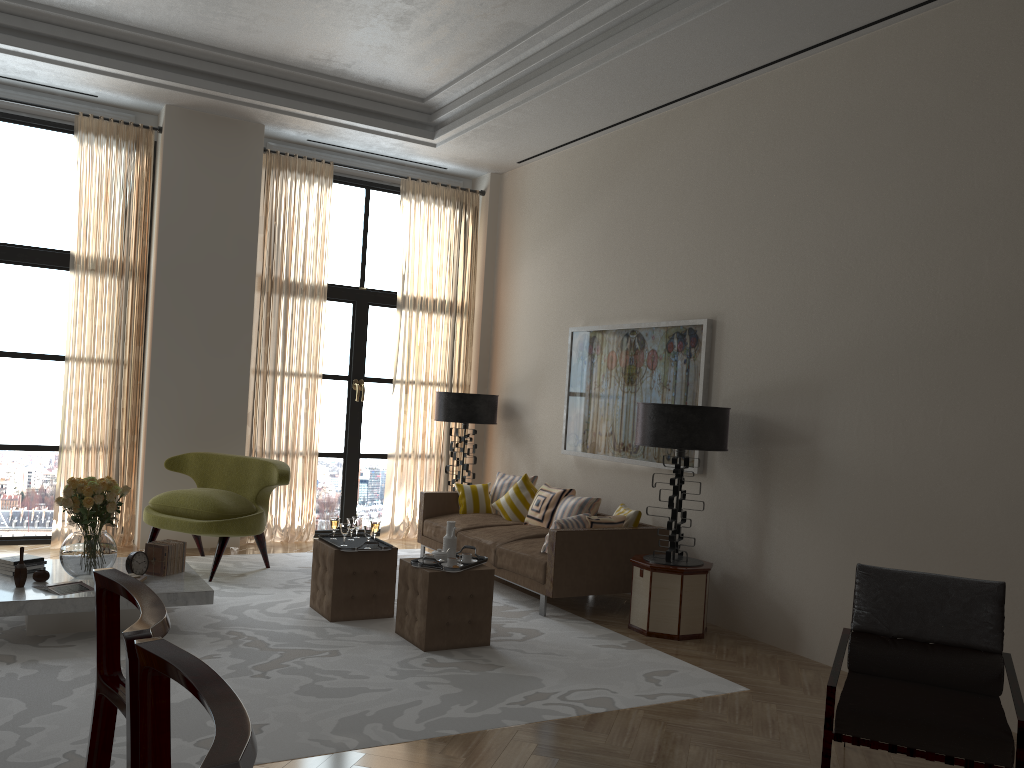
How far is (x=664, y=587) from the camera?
7.6m

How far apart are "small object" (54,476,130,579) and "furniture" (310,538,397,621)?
1.6 meters

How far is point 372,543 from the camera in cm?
746

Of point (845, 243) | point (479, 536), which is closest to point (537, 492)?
point (479, 536)

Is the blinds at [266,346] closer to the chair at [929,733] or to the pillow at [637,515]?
the pillow at [637,515]

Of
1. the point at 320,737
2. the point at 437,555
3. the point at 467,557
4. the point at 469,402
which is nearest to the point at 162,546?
the point at 437,555

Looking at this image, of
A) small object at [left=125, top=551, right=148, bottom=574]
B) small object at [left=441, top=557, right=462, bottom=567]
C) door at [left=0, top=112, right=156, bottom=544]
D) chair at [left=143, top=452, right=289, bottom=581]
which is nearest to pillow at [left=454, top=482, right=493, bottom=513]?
chair at [left=143, top=452, right=289, bottom=581]

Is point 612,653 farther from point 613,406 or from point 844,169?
point 844,169

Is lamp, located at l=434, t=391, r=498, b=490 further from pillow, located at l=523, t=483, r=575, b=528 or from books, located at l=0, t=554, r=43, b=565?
books, located at l=0, t=554, r=43, b=565

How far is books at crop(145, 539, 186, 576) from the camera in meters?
7.2
